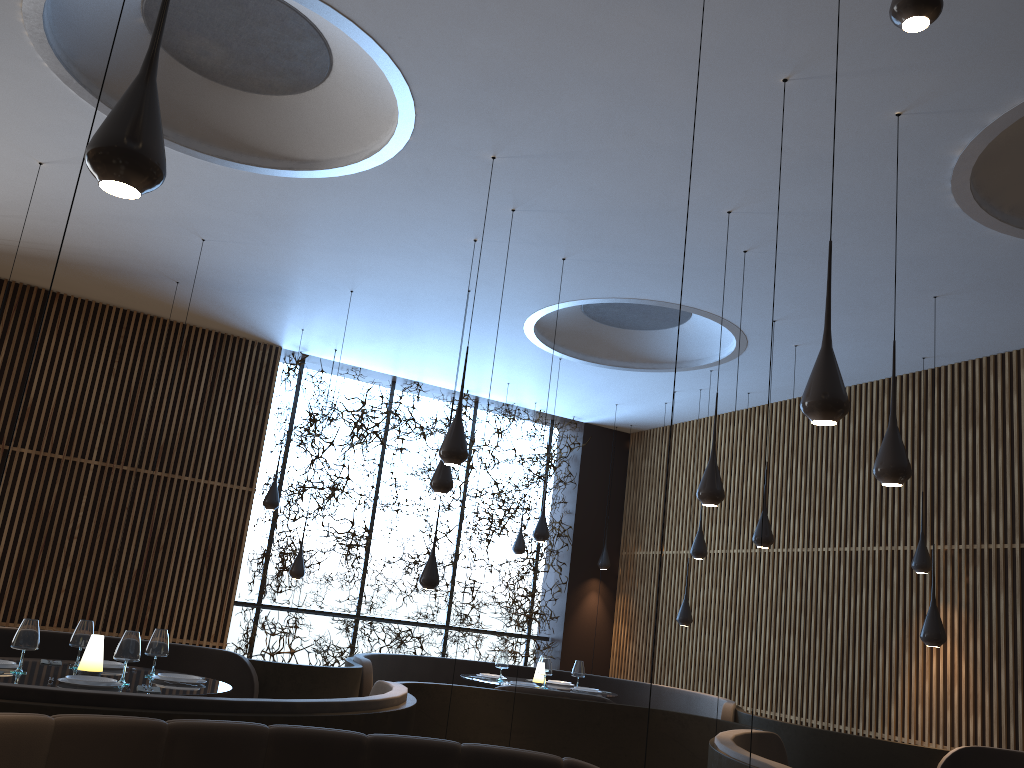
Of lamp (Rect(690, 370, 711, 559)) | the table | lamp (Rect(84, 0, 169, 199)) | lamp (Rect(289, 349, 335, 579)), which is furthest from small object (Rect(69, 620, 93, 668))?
lamp (Rect(690, 370, 711, 559))

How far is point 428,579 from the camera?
8.1m

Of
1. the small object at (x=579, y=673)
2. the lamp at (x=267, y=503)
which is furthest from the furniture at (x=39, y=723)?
the lamp at (x=267, y=503)

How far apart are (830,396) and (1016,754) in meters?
4.5 m

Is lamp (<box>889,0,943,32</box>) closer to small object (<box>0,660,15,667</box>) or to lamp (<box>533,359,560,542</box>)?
small object (<box>0,660,15,667</box>)

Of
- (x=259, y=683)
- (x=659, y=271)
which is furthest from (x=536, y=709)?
(x=659, y=271)

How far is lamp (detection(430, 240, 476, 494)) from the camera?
7.1m

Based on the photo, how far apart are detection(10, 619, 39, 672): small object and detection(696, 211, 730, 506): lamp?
4.2 meters

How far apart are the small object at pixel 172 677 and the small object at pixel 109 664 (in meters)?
0.44

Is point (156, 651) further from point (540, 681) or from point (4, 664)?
point (540, 681)
